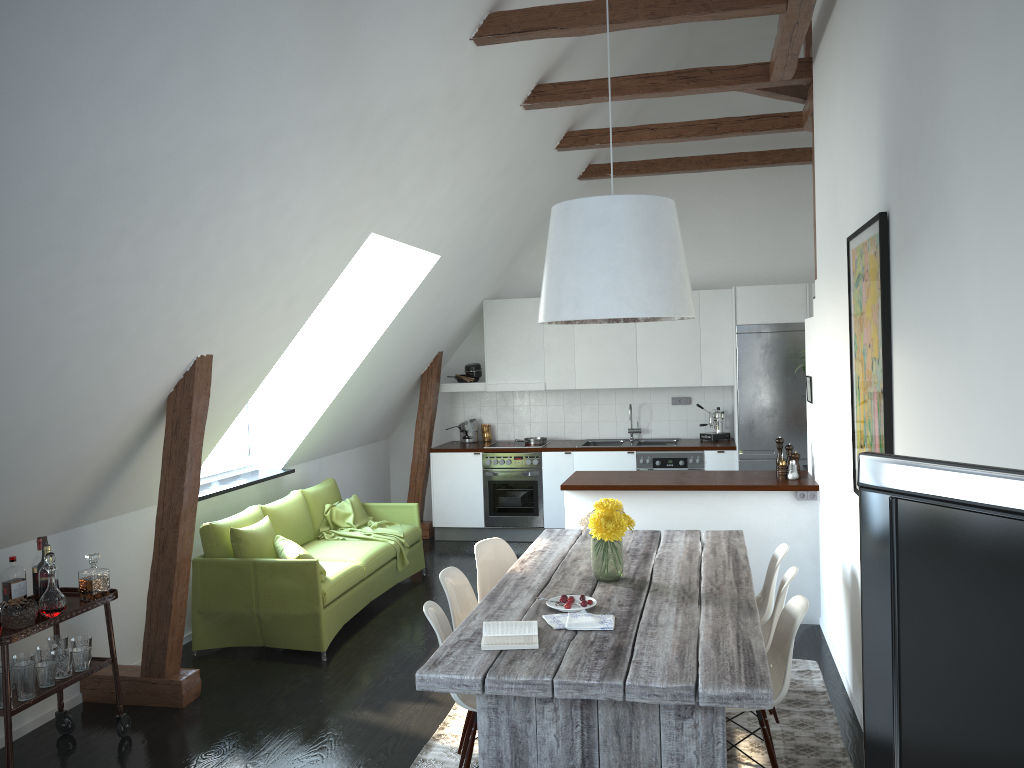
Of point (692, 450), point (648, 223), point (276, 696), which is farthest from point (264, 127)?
point (692, 450)

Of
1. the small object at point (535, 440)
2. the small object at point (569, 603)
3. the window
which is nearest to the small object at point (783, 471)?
the small object at point (569, 603)

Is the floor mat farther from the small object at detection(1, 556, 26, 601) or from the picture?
the small object at detection(1, 556, 26, 601)

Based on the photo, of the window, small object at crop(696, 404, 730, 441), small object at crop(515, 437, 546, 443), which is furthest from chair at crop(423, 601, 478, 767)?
small object at crop(696, 404, 730, 441)

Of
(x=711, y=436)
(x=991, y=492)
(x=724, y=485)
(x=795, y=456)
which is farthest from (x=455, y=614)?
(x=711, y=436)

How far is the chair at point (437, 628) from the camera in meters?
3.5

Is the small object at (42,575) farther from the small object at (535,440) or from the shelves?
the small object at (535,440)

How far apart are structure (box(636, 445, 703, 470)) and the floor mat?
3.2 meters

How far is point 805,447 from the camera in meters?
7.9

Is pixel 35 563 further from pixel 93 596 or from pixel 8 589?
pixel 93 596
